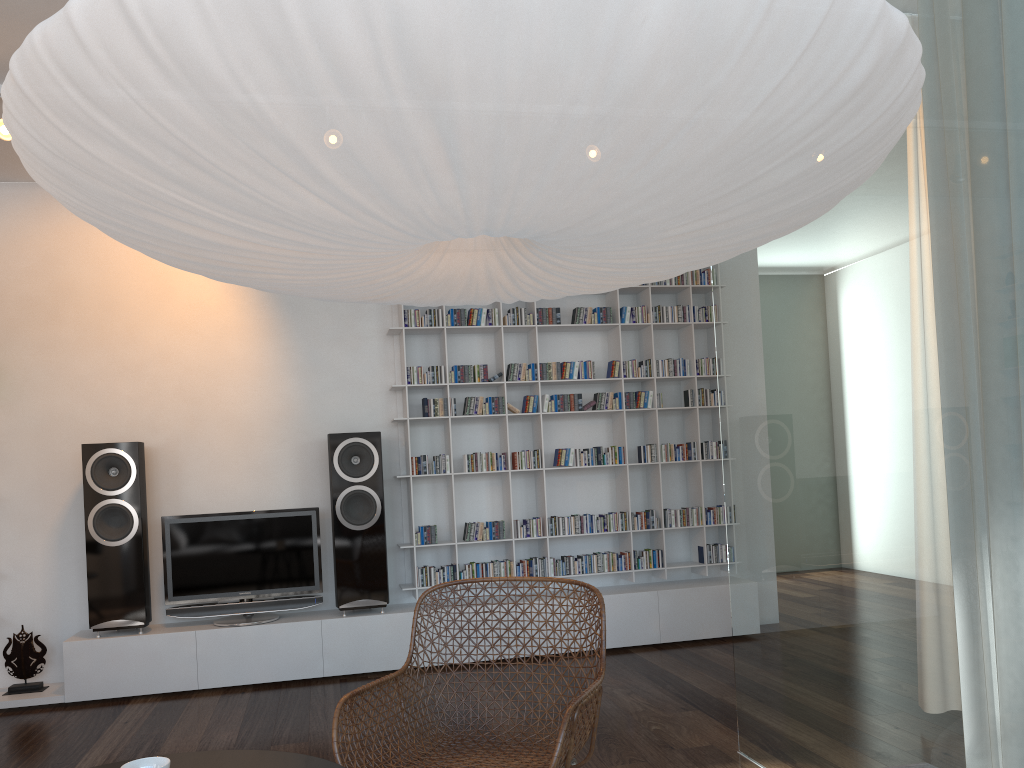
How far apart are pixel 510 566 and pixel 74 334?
2.8m

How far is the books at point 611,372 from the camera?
5.3m

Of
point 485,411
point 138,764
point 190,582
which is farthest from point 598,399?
point 138,764

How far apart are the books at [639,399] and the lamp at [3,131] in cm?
348

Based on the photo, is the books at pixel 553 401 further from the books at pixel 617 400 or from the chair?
the chair

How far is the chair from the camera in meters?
2.3

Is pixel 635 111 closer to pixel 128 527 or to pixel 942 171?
pixel 942 171

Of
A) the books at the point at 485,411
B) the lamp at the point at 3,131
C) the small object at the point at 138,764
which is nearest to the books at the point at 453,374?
the books at the point at 485,411

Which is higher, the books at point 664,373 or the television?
the books at point 664,373

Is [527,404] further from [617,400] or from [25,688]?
[25,688]
